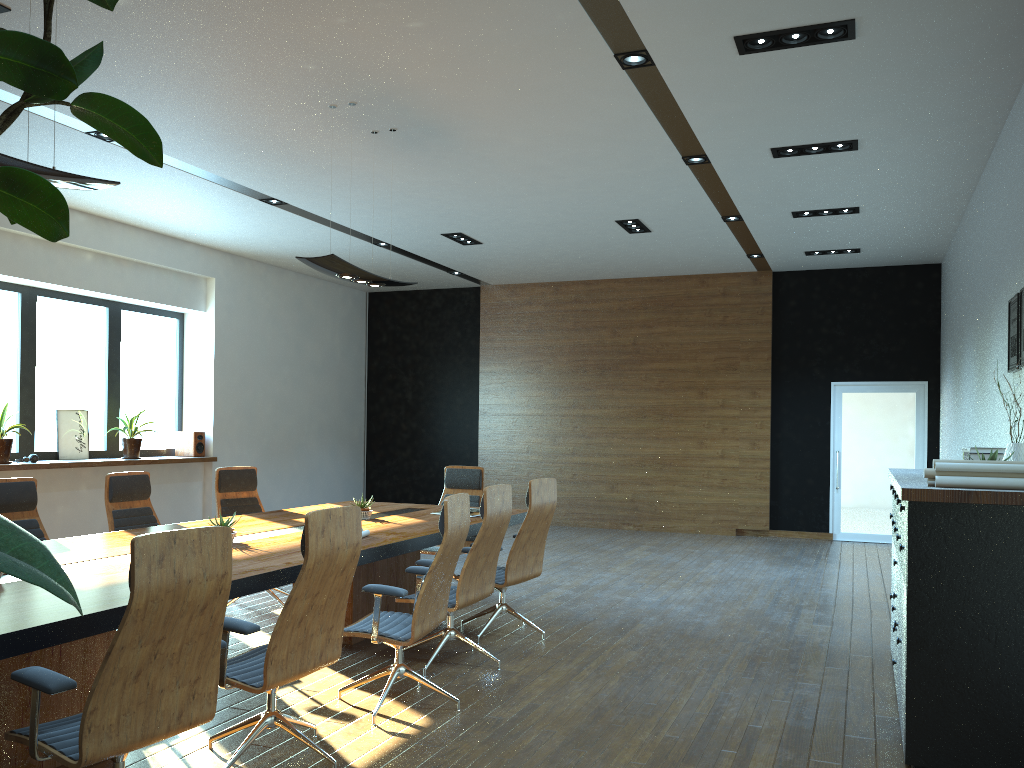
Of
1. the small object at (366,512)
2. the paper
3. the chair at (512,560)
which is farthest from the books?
the paper

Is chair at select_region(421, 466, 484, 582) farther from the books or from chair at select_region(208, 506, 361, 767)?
→ chair at select_region(208, 506, 361, 767)

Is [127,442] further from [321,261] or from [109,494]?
[321,261]

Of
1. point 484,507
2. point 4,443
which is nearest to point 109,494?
point 484,507

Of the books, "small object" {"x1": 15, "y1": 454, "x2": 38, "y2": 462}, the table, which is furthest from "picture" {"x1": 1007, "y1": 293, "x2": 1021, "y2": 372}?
"small object" {"x1": 15, "y1": 454, "x2": 38, "y2": 462}

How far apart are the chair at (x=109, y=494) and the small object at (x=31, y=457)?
3.3 meters

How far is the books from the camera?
6.75m

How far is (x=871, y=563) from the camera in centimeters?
993cm

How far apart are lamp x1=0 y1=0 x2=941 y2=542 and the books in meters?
3.6 m

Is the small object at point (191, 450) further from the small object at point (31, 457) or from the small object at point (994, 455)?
the small object at point (994, 455)
